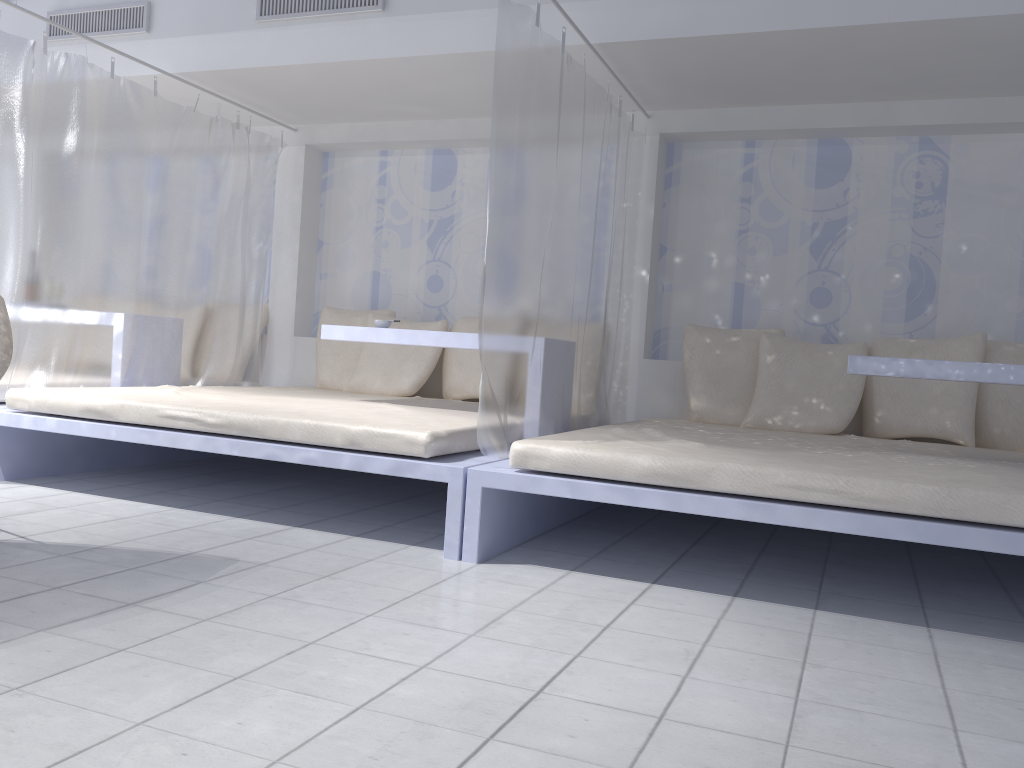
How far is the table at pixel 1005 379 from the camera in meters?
3.0

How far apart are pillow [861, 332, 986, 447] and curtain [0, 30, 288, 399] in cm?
336

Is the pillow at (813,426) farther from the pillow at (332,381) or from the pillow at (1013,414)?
the pillow at (332,381)

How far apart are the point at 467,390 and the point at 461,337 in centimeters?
113cm

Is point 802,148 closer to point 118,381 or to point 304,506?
point 304,506

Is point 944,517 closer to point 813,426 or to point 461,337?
point 813,426

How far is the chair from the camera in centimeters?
252cm

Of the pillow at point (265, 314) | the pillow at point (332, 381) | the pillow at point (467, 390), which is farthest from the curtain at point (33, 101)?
the pillow at point (467, 390)

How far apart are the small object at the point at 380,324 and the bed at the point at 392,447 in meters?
0.4

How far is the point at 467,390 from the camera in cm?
482
